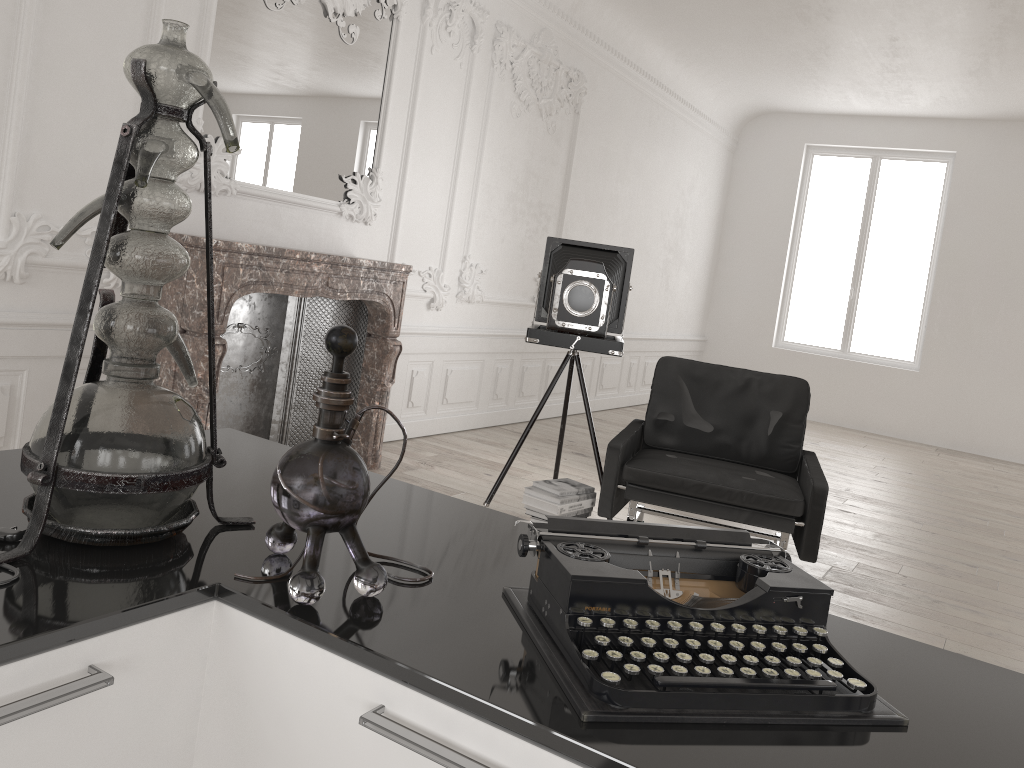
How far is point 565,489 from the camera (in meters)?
4.02

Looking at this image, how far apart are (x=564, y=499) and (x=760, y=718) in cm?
305

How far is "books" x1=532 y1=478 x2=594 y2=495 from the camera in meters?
4.0

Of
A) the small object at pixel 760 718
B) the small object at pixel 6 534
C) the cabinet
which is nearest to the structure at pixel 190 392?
the cabinet

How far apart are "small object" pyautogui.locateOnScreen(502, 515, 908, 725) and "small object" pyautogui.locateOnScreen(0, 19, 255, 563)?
0.39m

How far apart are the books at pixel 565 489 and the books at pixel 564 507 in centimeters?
6cm

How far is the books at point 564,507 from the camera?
3.9m

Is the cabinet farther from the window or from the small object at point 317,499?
the window

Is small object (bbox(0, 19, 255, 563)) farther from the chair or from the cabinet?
the chair

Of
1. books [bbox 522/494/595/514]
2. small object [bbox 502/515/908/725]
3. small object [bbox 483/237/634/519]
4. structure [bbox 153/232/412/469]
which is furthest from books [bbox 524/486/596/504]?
small object [bbox 502/515/908/725]
